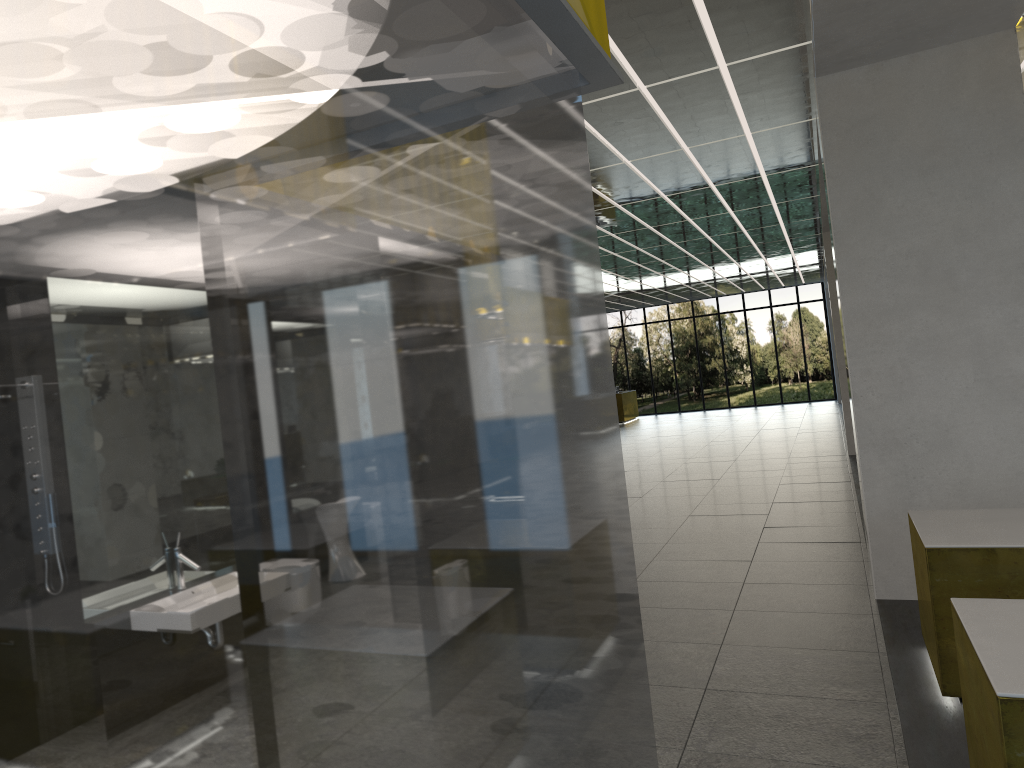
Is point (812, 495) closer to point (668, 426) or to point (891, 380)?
point (891, 380)

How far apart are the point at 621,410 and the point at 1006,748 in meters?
40.7 m

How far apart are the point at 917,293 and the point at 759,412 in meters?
34.4

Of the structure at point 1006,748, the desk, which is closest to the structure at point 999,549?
the structure at point 1006,748

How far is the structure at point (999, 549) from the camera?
6.4m

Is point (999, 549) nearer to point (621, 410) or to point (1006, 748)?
point (1006, 748)

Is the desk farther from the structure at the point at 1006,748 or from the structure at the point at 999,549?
the structure at the point at 1006,748

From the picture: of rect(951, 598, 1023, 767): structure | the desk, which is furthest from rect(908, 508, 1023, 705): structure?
the desk

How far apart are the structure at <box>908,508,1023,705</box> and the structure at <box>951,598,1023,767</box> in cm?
154

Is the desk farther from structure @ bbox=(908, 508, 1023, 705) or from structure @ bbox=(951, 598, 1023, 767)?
structure @ bbox=(951, 598, 1023, 767)
